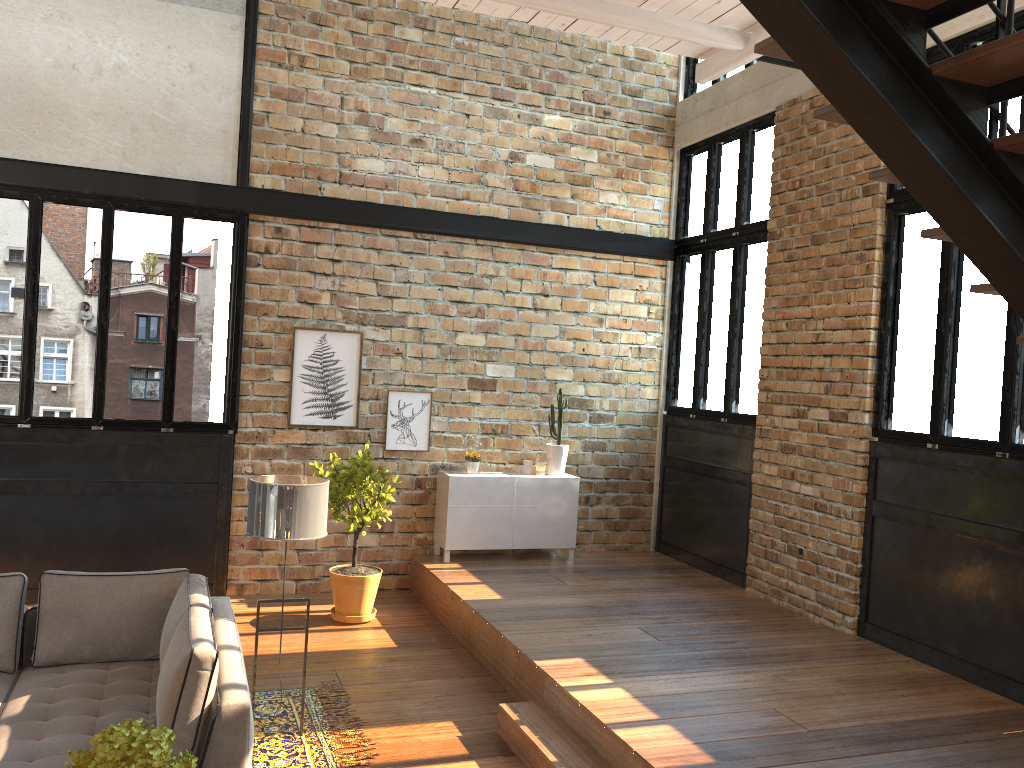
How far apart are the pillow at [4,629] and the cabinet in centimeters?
384cm

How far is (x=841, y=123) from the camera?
3.2 meters

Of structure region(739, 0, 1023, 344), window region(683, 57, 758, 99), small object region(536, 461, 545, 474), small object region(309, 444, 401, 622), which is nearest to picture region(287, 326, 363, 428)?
small object region(309, 444, 401, 622)

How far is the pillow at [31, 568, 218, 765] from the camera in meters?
3.6 m

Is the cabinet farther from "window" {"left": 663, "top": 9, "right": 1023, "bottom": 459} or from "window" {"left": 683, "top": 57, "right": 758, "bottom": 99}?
"window" {"left": 683, "top": 57, "right": 758, "bottom": 99}

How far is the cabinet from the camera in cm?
797

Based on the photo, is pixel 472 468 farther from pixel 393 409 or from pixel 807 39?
pixel 807 39

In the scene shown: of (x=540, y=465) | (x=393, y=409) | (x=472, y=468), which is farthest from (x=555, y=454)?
(x=393, y=409)

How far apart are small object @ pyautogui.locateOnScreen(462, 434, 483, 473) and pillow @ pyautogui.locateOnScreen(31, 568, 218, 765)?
3.5m

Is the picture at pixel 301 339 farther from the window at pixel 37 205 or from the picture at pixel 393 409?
the window at pixel 37 205
